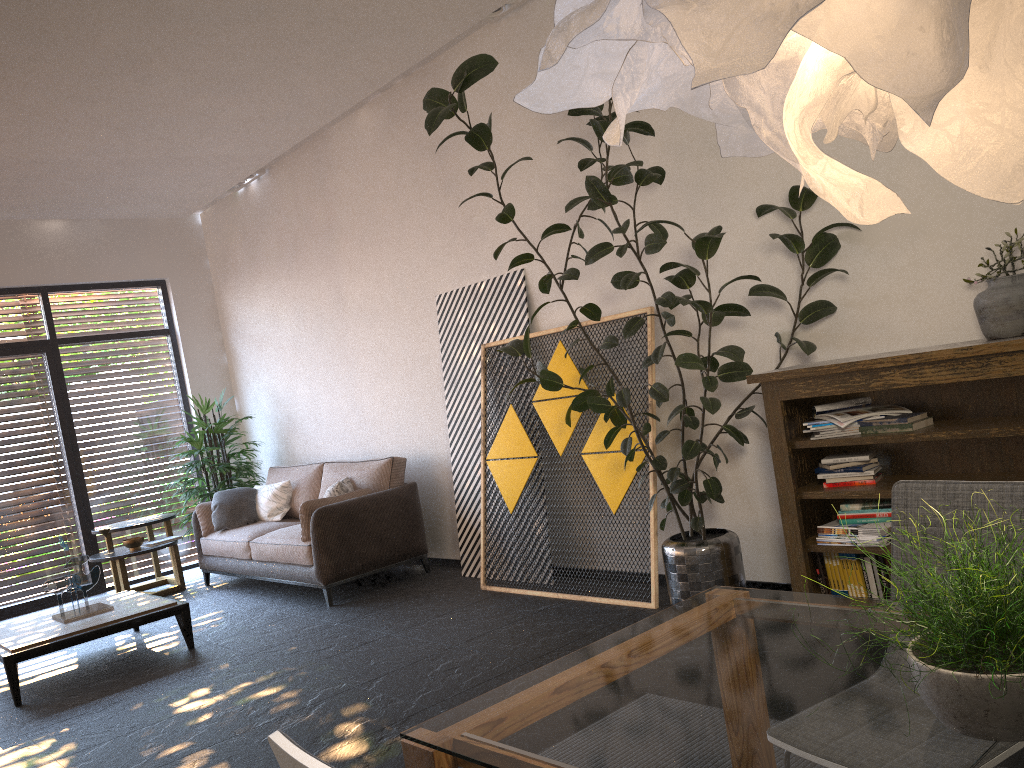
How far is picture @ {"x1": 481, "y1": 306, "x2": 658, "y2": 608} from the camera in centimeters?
492cm

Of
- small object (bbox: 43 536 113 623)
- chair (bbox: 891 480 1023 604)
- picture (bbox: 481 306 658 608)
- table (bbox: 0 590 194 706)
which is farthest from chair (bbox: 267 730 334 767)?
small object (bbox: 43 536 113 623)

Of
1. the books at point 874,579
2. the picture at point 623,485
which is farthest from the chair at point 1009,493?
the picture at point 623,485

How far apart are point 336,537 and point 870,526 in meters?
3.6 m

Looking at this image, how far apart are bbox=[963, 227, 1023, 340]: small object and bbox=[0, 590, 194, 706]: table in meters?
4.7

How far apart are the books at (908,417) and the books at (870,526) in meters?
0.4

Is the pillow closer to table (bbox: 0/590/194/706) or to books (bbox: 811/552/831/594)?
table (bbox: 0/590/194/706)

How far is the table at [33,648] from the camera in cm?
493

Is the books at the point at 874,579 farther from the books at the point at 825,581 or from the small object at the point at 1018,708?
the small object at the point at 1018,708

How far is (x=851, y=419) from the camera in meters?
3.8
